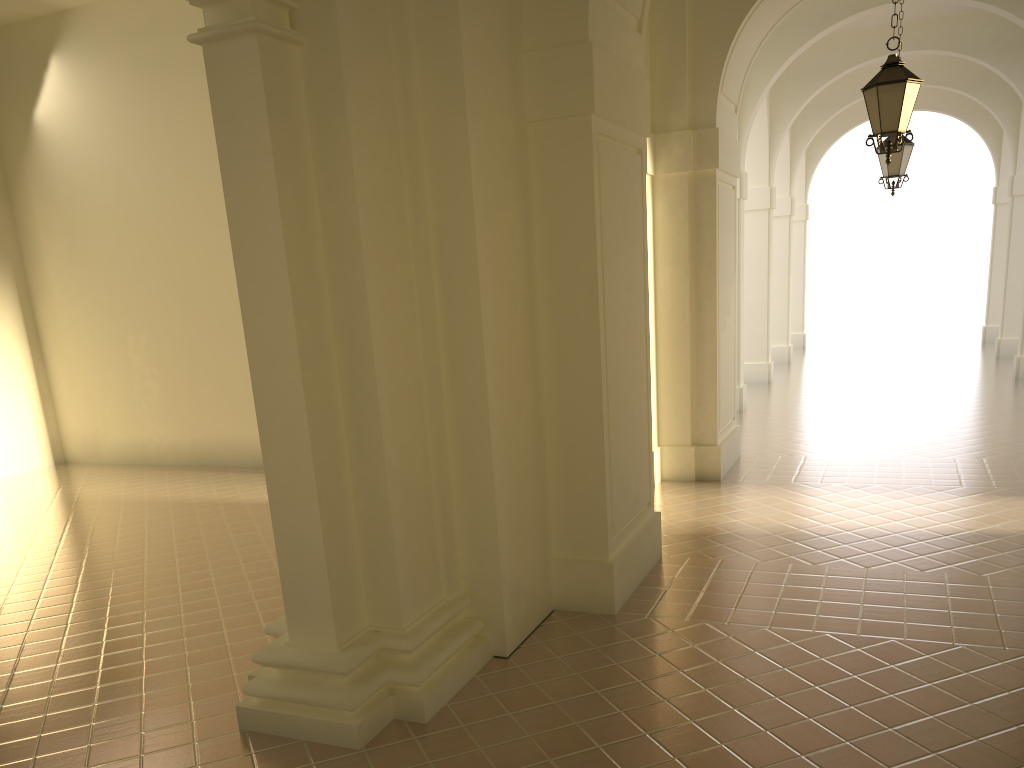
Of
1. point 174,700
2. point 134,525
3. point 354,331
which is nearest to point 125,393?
point 134,525

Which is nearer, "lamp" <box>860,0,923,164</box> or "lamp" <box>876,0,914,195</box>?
"lamp" <box>860,0,923,164</box>

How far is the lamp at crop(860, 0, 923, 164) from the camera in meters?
7.8

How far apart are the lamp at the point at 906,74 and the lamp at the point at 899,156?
4.9m

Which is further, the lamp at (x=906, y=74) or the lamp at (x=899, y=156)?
the lamp at (x=899, y=156)

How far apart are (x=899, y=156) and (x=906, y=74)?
5.0 meters

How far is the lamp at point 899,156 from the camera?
12.4 meters

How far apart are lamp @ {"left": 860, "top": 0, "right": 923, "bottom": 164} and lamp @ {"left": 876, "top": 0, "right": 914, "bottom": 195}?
4.9m

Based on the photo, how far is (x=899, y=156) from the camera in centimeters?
1245cm
